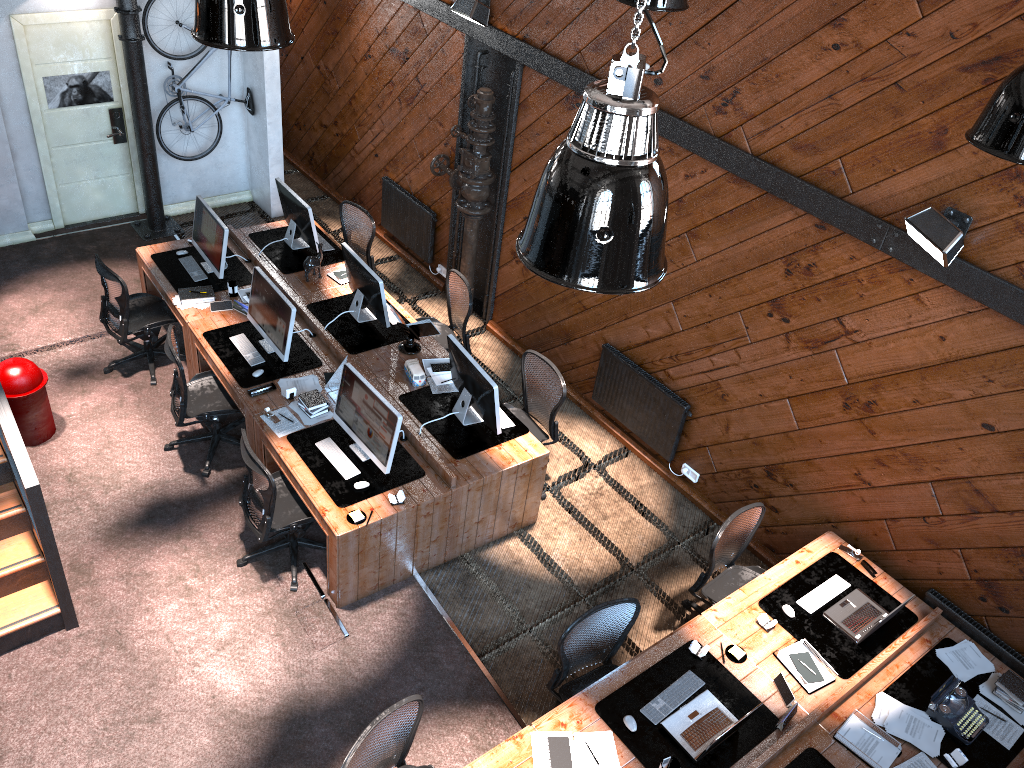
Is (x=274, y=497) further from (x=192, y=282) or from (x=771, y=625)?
(x=771, y=625)

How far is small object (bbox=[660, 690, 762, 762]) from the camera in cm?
471

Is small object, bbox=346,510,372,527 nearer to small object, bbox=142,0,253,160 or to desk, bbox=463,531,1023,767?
desk, bbox=463,531,1023,767

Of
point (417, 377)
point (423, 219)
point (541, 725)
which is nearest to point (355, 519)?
point (417, 377)

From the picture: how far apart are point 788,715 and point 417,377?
3.6m

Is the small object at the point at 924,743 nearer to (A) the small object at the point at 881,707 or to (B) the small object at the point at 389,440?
(A) the small object at the point at 881,707

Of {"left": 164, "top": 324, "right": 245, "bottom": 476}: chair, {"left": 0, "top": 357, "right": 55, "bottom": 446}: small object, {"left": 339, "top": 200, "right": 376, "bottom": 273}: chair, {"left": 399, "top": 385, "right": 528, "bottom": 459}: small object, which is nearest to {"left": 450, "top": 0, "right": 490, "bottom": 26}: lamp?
{"left": 339, "top": 200, "right": 376, "bottom": 273}: chair

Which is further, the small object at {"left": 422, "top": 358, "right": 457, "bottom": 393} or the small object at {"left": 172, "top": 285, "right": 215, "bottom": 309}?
the small object at {"left": 172, "top": 285, "right": 215, "bottom": 309}

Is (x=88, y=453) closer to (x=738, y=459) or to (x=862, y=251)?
(x=738, y=459)

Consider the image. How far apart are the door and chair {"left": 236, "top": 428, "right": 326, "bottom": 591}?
5.2m
